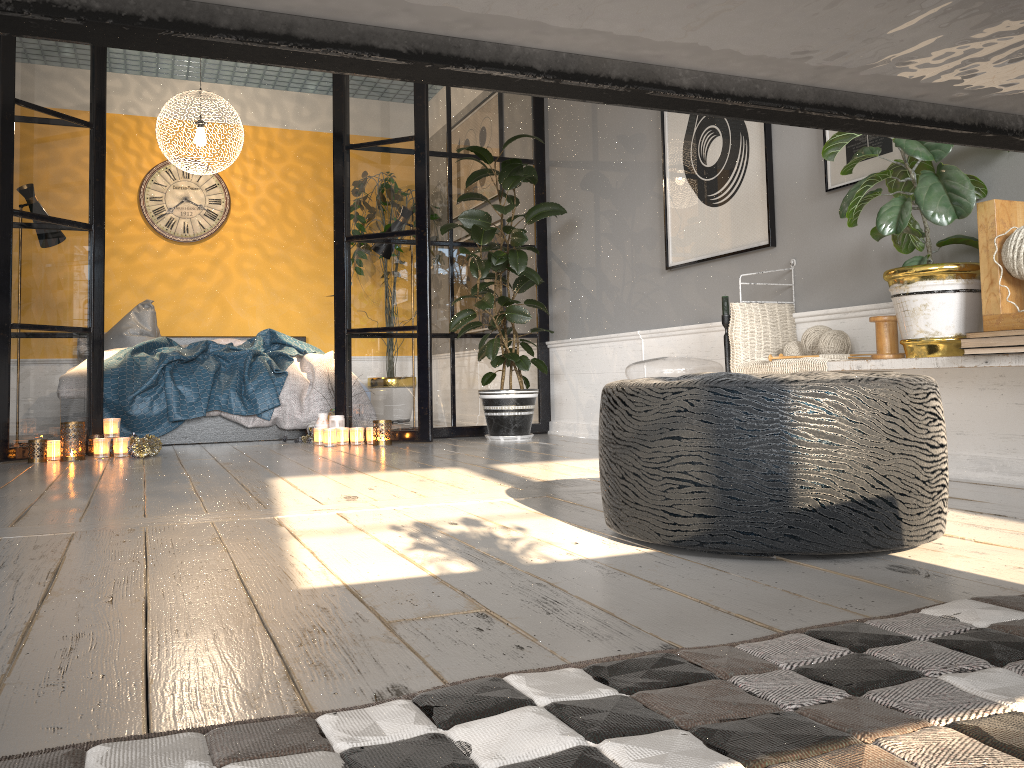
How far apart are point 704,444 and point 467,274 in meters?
4.0

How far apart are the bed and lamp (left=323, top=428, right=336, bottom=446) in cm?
61

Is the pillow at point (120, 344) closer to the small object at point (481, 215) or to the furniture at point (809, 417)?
the small object at point (481, 215)

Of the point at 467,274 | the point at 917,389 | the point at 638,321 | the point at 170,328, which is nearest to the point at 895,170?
the point at 917,389

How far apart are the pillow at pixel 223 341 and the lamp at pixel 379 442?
2.52m

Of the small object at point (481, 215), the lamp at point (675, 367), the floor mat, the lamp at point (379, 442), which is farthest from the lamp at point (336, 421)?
the floor mat

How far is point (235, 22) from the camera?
0.3m

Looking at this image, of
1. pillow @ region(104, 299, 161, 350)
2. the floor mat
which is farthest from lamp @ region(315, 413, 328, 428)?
the floor mat

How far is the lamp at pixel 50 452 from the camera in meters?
4.3 m

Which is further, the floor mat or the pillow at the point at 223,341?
the pillow at the point at 223,341
